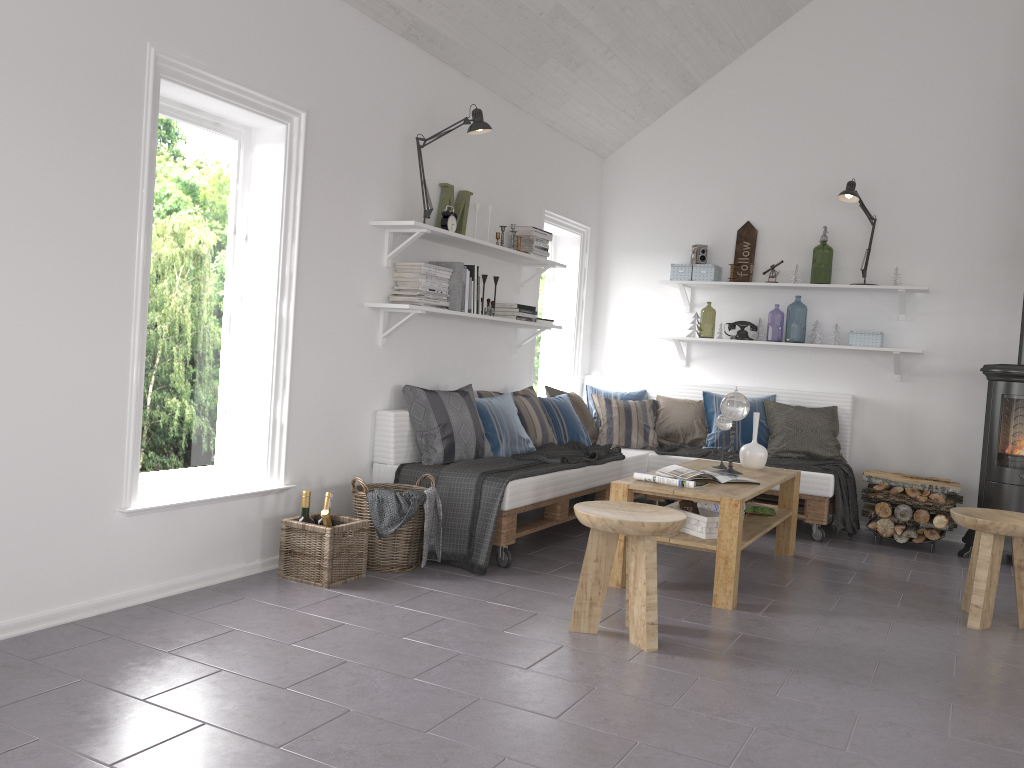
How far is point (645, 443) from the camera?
6.3 meters

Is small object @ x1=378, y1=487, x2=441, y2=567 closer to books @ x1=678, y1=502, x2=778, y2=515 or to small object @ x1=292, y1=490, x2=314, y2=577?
small object @ x1=292, y1=490, x2=314, y2=577

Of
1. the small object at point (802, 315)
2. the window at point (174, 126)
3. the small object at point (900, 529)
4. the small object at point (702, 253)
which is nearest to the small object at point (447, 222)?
the window at point (174, 126)

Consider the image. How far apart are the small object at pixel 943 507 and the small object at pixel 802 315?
2.8 meters

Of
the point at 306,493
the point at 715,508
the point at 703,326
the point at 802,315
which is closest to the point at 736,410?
the point at 715,508

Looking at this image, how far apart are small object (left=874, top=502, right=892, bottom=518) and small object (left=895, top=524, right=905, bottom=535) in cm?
10

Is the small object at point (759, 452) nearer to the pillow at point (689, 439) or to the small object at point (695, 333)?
the pillow at point (689, 439)

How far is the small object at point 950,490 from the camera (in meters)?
5.40

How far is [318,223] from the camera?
4.13m

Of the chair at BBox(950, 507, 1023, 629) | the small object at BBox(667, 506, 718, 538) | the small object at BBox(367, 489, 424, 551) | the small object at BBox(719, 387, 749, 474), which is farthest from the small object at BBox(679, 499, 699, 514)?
the small object at BBox(367, 489, 424, 551)
